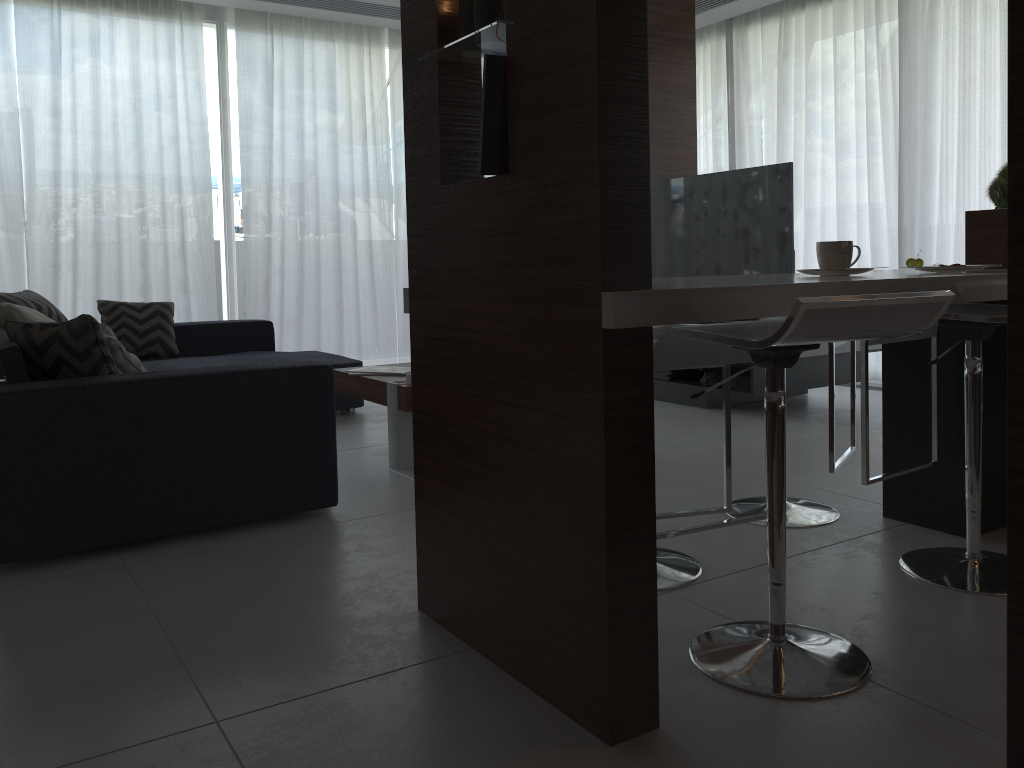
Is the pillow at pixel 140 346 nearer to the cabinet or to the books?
the books

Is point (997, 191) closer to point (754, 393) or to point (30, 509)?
point (754, 393)

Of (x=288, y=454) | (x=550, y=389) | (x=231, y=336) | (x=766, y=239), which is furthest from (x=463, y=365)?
(x=231, y=336)

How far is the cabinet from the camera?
1.4 meters

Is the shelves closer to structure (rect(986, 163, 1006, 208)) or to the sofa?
structure (rect(986, 163, 1006, 208))

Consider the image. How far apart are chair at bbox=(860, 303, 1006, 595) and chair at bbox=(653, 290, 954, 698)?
0.44m

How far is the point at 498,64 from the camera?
1.6m

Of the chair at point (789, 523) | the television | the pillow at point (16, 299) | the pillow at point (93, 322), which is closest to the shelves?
the television

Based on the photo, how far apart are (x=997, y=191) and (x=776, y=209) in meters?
1.4

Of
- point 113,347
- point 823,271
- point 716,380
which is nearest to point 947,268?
point 823,271
